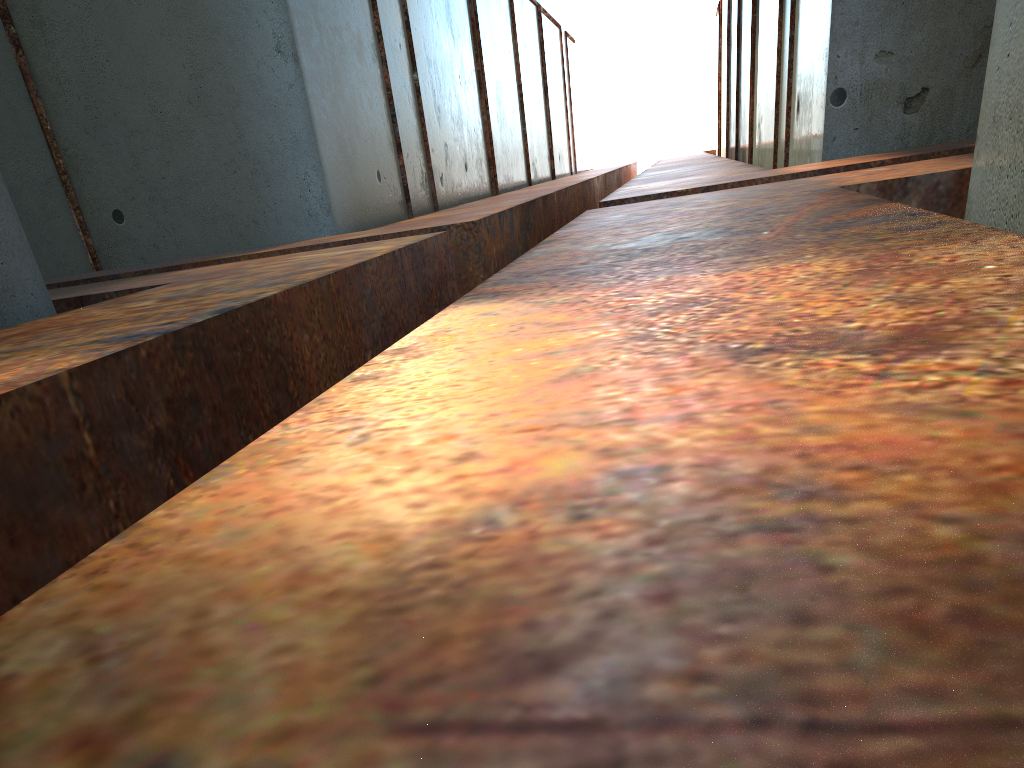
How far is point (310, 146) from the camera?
9.0m

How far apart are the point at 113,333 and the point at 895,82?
7.5 meters

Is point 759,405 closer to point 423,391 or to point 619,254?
point 423,391
